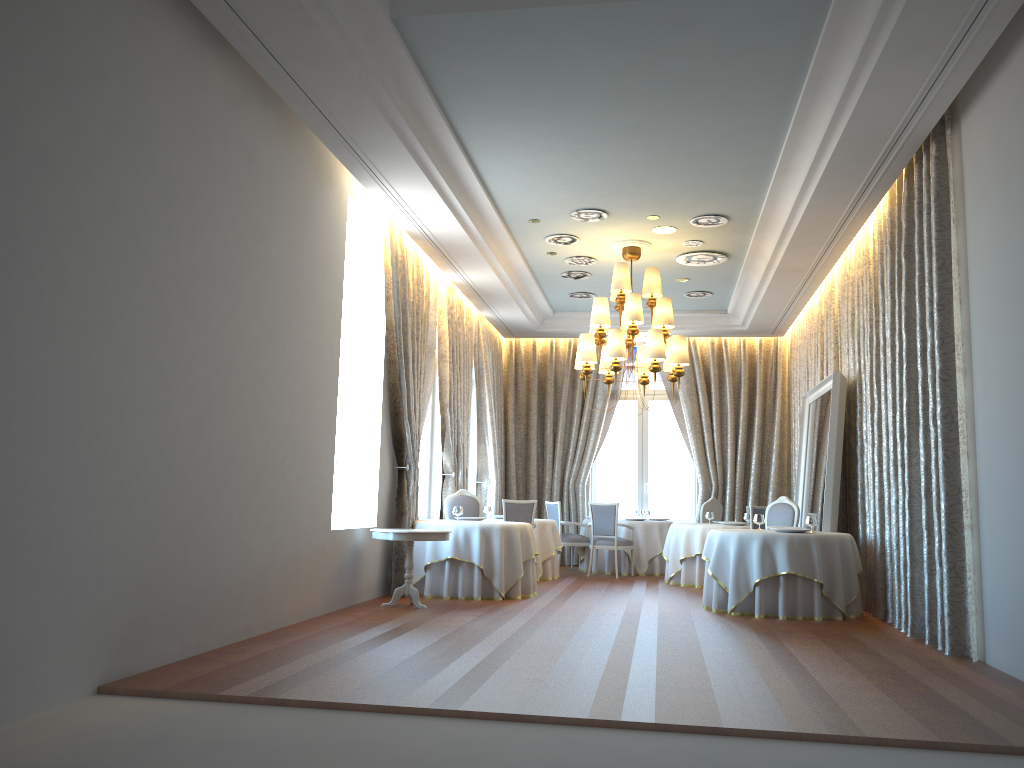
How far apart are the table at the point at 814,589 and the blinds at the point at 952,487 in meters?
0.1 m

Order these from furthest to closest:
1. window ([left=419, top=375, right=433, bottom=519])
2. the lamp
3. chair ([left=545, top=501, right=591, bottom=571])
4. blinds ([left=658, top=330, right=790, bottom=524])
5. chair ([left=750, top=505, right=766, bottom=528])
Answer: blinds ([left=658, top=330, right=790, bottom=524]) < chair ([left=545, top=501, right=591, bottom=571]) < window ([left=419, top=375, right=433, bottom=519]) < chair ([left=750, top=505, right=766, bottom=528]) < the lamp

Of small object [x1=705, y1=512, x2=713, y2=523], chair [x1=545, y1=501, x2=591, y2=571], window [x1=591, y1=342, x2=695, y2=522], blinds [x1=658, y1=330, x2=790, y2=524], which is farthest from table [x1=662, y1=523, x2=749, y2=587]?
window [x1=591, y1=342, x2=695, y2=522]

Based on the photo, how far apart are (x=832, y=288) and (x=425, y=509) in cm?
623

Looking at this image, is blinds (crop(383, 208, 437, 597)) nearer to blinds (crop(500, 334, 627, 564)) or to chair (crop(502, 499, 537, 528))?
chair (crop(502, 499, 537, 528))

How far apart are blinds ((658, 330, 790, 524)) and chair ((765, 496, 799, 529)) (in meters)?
4.40

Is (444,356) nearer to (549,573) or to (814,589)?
(549,573)

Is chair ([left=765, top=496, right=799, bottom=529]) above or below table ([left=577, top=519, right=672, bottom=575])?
above

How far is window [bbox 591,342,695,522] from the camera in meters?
15.9 m

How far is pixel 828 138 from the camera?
7.33m
